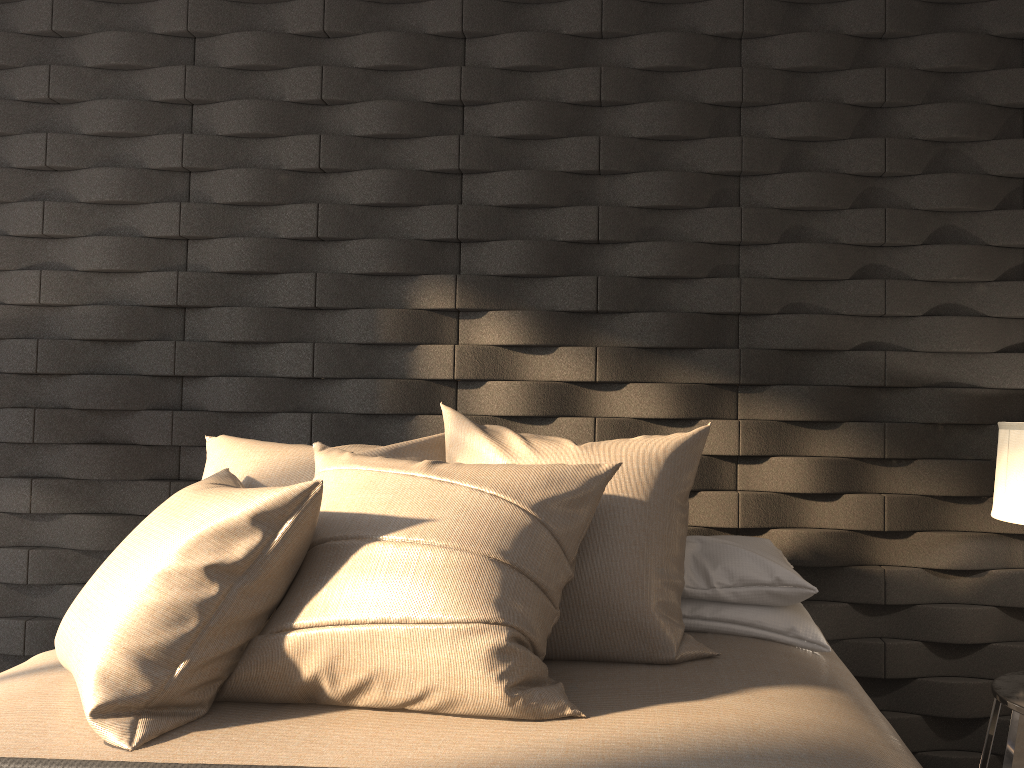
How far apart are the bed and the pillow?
0.01m

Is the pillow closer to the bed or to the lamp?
the bed

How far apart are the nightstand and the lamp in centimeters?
40cm

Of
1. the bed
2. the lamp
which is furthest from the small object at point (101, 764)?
the lamp

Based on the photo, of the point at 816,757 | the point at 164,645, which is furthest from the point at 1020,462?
the point at 164,645

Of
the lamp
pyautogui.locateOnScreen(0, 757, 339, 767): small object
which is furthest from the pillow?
the lamp

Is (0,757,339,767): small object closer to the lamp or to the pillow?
the pillow

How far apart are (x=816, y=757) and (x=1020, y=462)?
0.98m

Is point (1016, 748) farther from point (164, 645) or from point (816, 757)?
point (164, 645)

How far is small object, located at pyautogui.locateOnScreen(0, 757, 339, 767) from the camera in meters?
1.2 m
